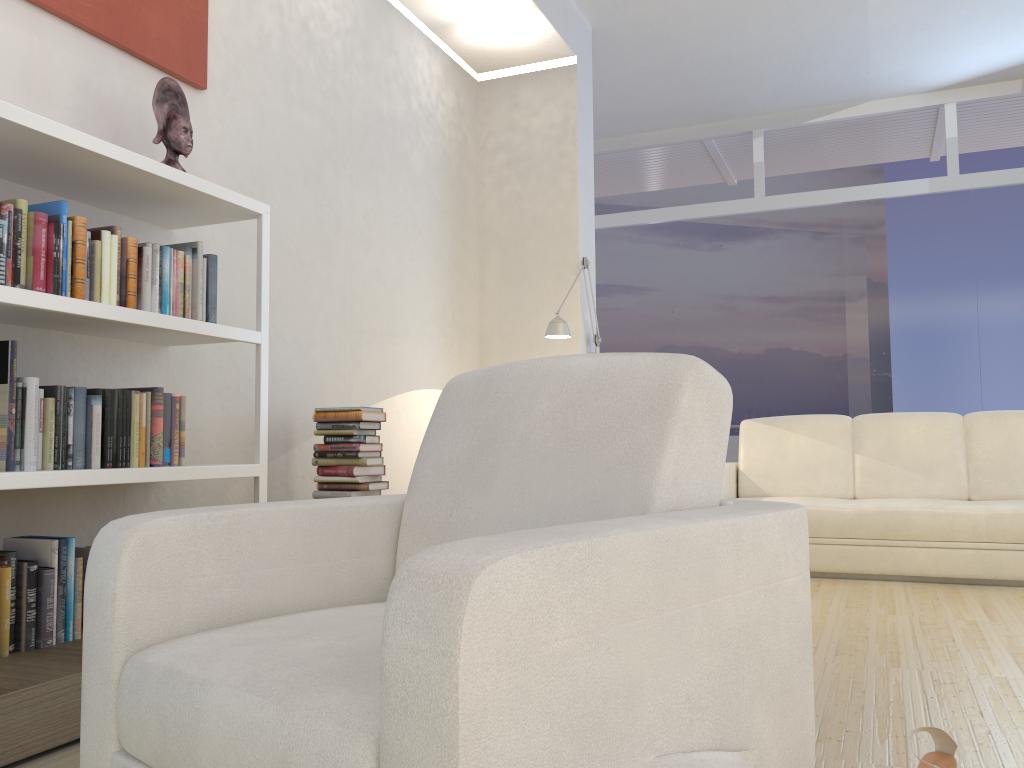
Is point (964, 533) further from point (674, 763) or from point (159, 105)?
point (159, 105)

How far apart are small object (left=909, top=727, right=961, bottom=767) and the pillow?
0.5m

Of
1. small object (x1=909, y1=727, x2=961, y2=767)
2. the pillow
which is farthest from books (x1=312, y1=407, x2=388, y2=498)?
the pillow

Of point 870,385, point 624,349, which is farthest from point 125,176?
point 624,349

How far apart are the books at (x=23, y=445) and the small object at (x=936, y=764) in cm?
216

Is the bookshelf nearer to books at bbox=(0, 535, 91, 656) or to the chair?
books at bbox=(0, 535, 91, 656)

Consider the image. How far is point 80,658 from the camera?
2.2 meters

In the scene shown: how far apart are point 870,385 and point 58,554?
6.6m

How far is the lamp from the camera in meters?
5.0 m

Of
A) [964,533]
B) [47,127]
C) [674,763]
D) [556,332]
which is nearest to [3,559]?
[47,127]
